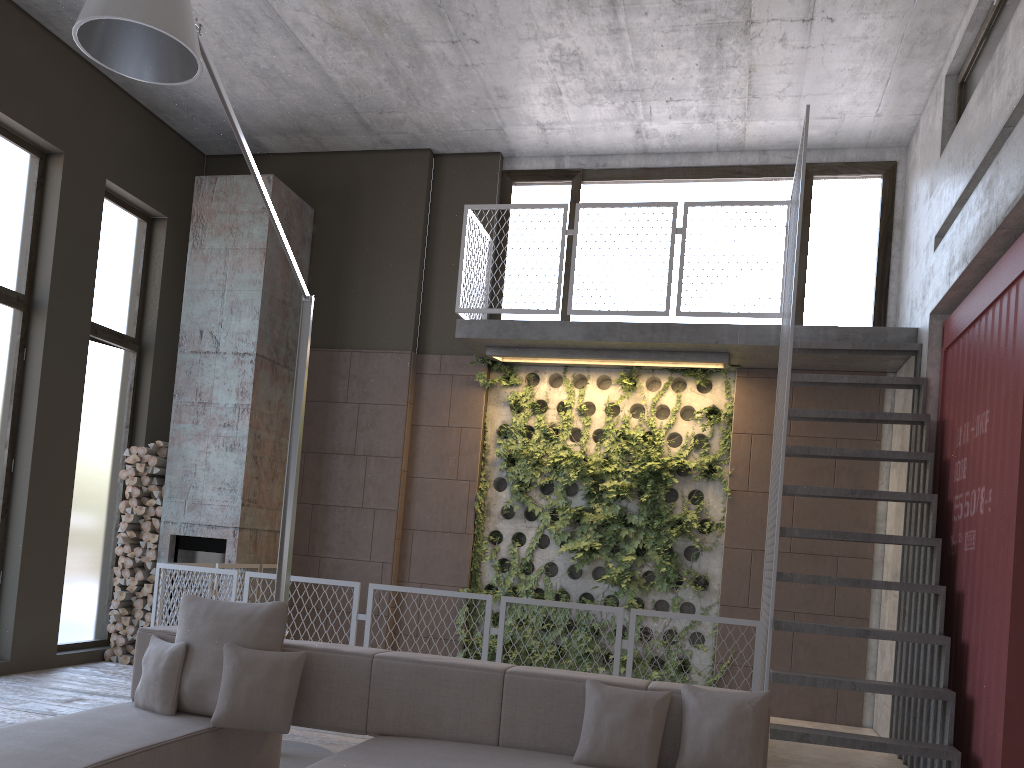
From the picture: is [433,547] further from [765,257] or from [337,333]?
[765,257]

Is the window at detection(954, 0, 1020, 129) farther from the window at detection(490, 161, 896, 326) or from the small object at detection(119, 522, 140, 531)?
the small object at detection(119, 522, 140, 531)

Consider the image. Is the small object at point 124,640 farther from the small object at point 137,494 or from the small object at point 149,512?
the small object at point 137,494

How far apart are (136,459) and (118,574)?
1.0m

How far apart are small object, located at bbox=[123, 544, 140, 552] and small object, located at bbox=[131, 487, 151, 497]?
0.5m

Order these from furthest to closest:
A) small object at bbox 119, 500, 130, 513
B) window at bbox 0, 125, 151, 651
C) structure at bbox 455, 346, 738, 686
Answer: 1. small object at bbox 119, 500, 130, 513
2. structure at bbox 455, 346, 738, 686
3. window at bbox 0, 125, 151, 651

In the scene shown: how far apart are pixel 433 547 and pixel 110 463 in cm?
315

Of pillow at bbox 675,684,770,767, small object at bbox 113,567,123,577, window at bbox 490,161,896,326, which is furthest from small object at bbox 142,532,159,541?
pillow at bbox 675,684,770,767

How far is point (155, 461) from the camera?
8.0 meters

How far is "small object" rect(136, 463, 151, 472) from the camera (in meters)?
8.00
